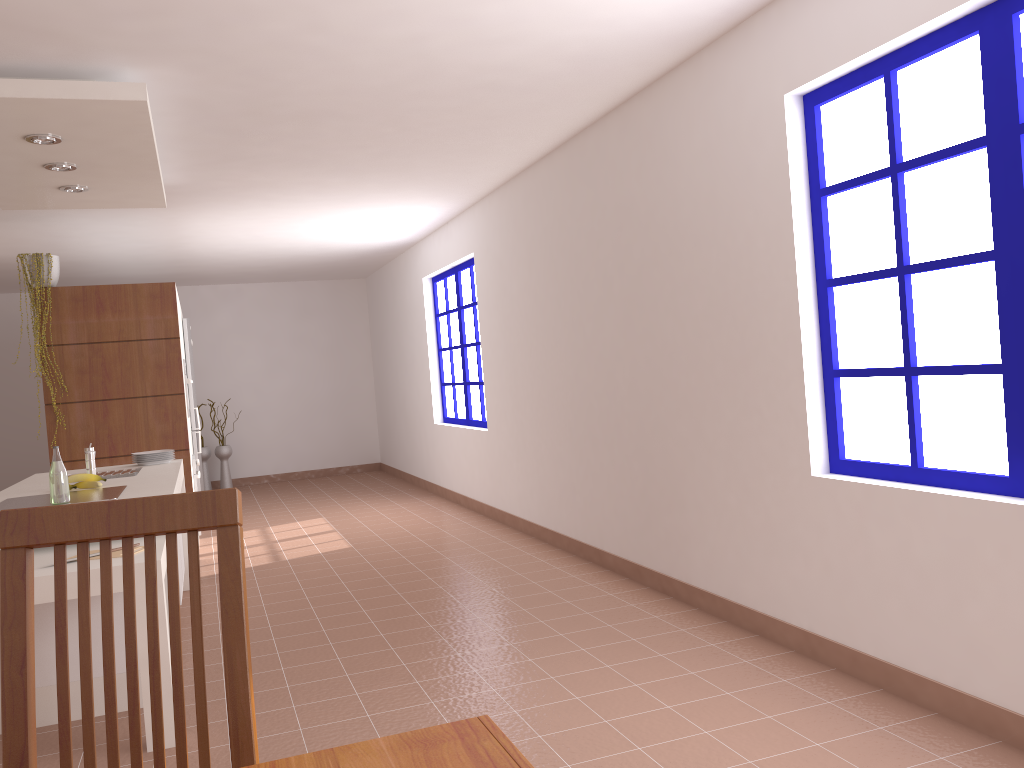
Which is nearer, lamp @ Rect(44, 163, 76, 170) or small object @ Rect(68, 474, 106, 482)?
small object @ Rect(68, 474, 106, 482)

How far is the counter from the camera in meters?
3.9

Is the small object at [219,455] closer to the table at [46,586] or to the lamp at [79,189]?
the lamp at [79,189]

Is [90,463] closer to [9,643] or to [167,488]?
[167,488]

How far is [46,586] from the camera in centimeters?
291cm

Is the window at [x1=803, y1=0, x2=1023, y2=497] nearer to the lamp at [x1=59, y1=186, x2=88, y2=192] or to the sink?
the sink

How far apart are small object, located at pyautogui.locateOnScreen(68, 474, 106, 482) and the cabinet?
0.89m

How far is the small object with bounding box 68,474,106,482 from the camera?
4.1m

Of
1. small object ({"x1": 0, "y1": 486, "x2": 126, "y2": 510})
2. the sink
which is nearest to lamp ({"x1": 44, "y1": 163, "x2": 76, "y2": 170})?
the sink

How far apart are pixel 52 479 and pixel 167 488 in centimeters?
47cm
